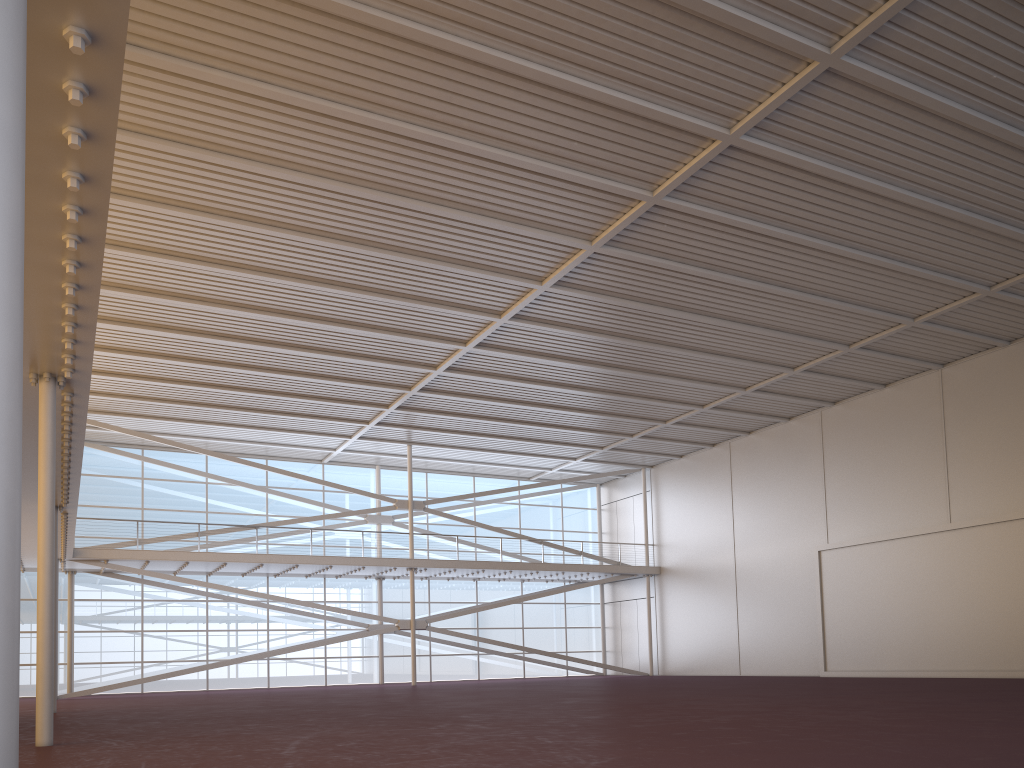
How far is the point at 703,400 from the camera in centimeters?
3190cm

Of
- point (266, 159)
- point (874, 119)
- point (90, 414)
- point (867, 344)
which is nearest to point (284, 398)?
point (90, 414)
